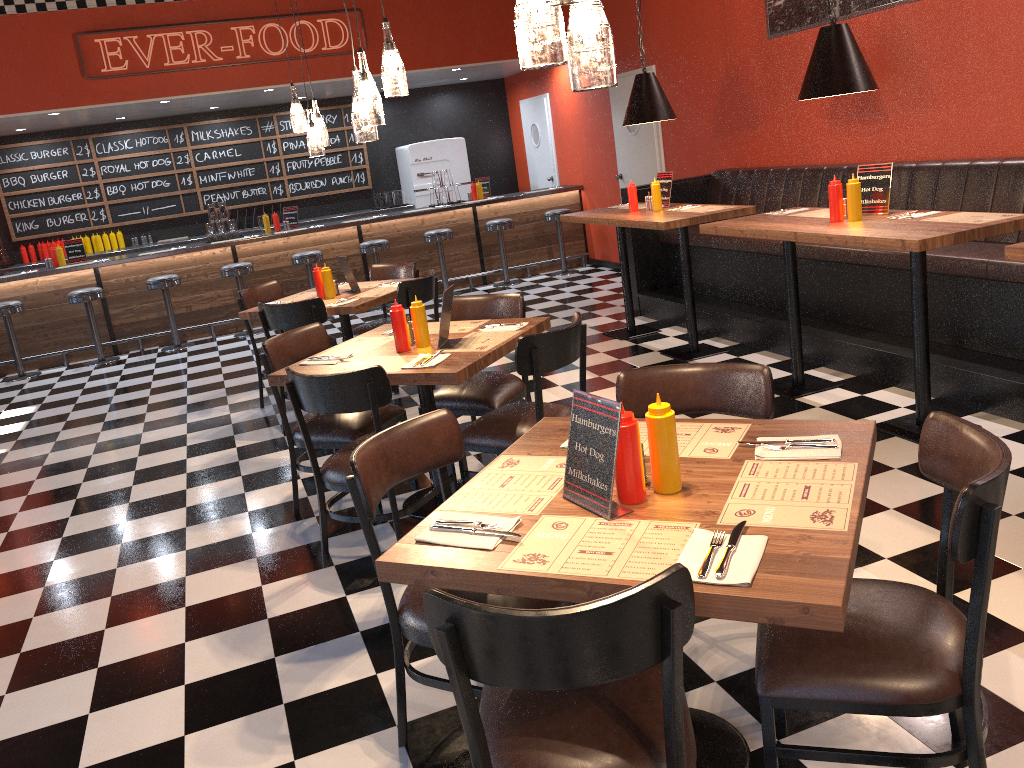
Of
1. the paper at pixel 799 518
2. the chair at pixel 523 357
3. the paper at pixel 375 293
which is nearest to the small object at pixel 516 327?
the chair at pixel 523 357

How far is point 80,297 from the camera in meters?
8.9

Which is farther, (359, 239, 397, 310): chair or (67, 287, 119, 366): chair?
(359, 239, 397, 310): chair

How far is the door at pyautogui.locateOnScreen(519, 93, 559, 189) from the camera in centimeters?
1146cm

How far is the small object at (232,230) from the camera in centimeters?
997cm

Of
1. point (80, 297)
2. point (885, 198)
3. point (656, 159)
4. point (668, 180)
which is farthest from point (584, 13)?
point (80, 297)

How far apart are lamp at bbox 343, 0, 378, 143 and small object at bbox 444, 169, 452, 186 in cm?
698

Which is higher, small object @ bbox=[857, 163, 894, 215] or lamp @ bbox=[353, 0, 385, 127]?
lamp @ bbox=[353, 0, 385, 127]

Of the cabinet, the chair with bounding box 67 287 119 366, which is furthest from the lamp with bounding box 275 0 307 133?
the cabinet

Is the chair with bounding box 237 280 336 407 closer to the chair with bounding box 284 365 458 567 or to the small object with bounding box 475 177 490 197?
the chair with bounding box 284 365 458 567
